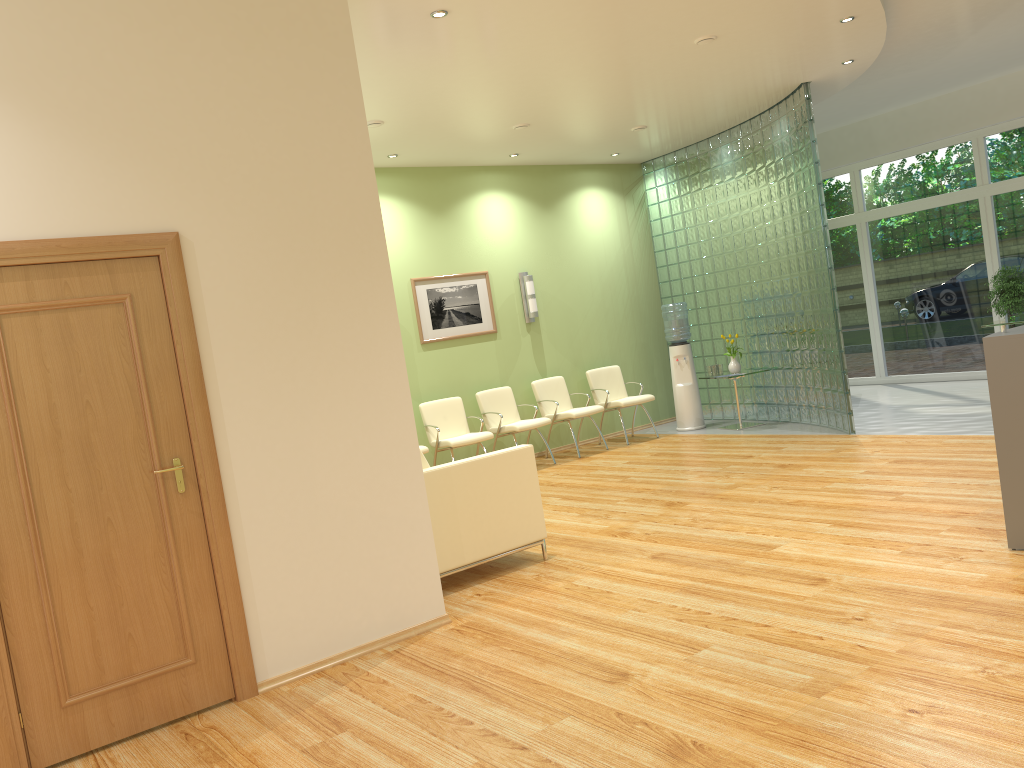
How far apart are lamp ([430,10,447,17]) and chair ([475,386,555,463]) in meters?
4.8 m

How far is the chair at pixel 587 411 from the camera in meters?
A: 9.7

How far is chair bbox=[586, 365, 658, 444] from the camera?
10.15m

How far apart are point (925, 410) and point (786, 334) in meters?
1.6

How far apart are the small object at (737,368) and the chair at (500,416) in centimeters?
229cm

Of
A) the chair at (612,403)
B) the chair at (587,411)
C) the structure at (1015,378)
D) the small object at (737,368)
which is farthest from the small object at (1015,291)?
the structure at (1015,378)

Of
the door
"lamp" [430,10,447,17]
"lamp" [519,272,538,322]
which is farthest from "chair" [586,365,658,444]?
the door

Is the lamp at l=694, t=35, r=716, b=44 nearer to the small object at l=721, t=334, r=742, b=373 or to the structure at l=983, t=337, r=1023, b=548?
the structure at l=983, t=337, r=1023, b=548

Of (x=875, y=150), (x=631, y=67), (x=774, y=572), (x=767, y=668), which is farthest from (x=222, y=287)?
(x=875, y=150)

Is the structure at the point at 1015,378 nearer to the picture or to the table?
the table
